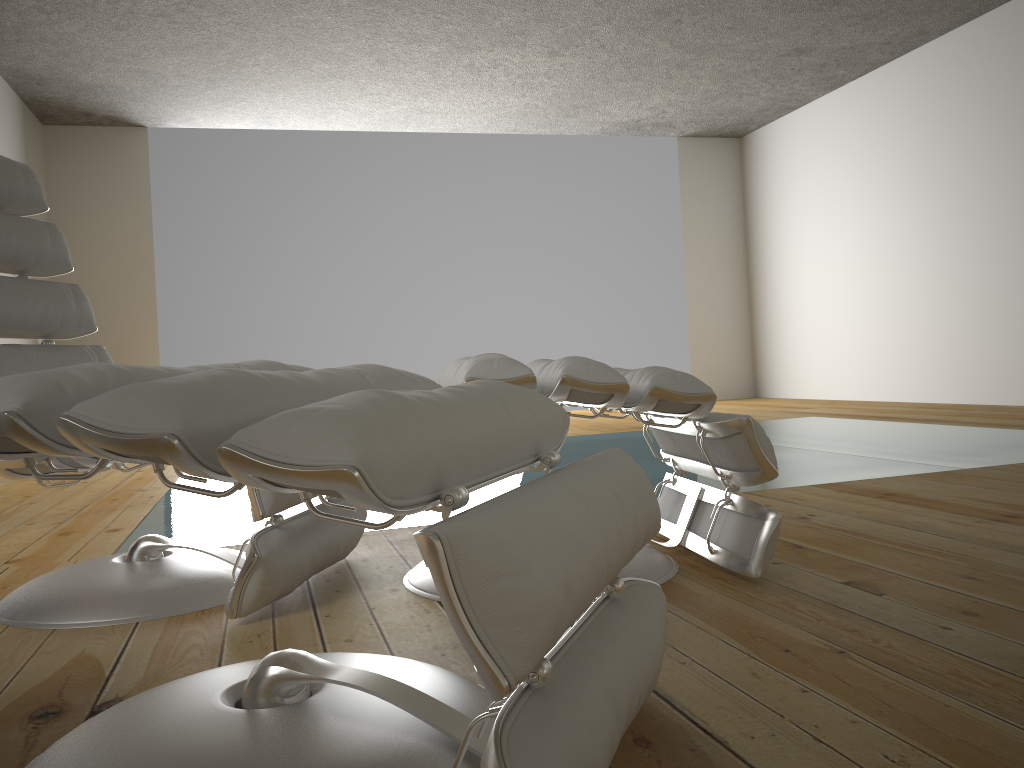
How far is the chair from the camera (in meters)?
1.55

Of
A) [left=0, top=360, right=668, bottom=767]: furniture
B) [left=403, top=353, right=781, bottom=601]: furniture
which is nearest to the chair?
[left=403, top=353, right=781, bottom=601]: furniture

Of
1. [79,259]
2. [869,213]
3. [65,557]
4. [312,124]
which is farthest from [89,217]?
[869,213]

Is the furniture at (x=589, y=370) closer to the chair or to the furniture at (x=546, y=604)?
the chair

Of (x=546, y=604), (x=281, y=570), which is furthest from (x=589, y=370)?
(x=546, y=604)

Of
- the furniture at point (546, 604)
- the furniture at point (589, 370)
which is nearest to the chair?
the furniture at point (589, 370)

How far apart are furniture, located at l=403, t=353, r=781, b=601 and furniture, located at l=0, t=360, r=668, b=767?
0.32m

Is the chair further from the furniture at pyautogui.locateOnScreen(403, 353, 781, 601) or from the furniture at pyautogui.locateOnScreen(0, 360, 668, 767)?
the furniture at pyautogui.locateOnScreen(0, 360, 668, 767)

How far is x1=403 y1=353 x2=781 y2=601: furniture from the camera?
1.5m

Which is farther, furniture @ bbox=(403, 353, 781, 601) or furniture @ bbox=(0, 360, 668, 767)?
furniture @ bbox=(403, 353, 781, 601)
